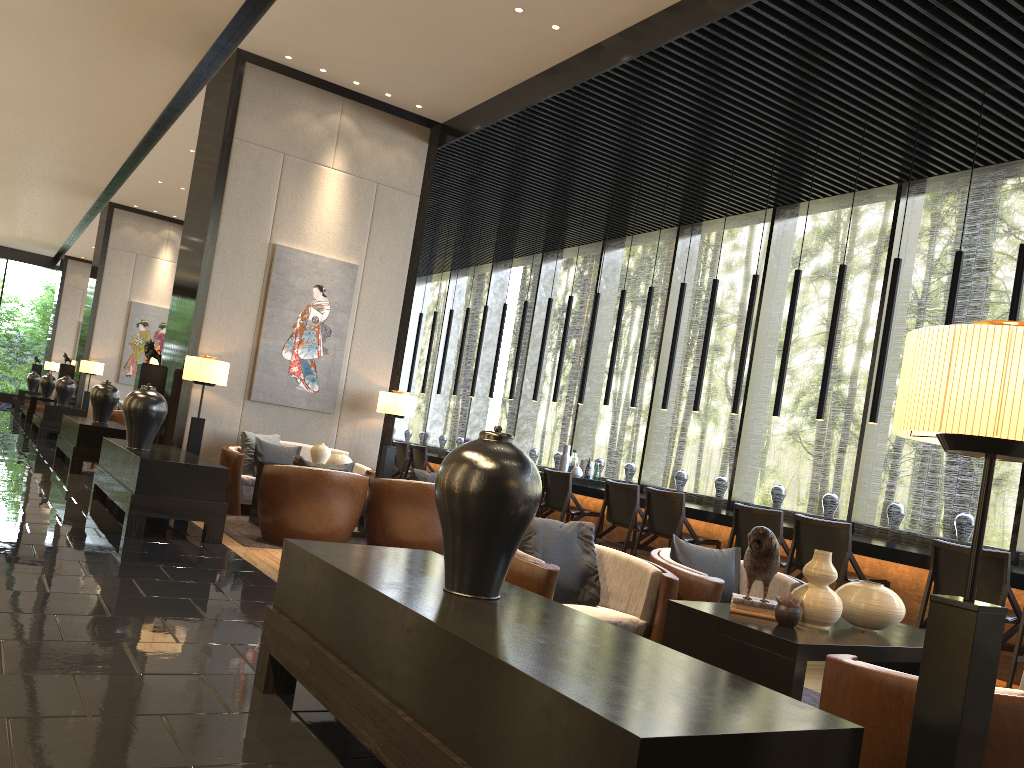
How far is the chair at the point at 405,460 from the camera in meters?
11.6 m

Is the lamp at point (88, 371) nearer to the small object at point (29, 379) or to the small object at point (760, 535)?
the small object at point (29, 379)

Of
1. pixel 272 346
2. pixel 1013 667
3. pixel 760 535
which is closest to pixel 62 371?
pixel 272 346

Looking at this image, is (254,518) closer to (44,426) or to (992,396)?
(992,396)

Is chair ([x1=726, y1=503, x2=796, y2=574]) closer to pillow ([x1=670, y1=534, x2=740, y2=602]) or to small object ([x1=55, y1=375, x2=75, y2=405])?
pillow ([x1=670, y1=534, x2=740, y2=602])

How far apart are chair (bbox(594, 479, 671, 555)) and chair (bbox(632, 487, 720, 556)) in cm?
11

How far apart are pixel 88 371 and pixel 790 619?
15.0 meters

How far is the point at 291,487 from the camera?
6.3m

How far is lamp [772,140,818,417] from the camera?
7.48m

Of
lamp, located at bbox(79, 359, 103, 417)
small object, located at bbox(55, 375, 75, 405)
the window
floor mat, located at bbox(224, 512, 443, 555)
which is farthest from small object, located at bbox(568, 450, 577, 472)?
lamp, located at bbox(79, 359, 103, 417)
